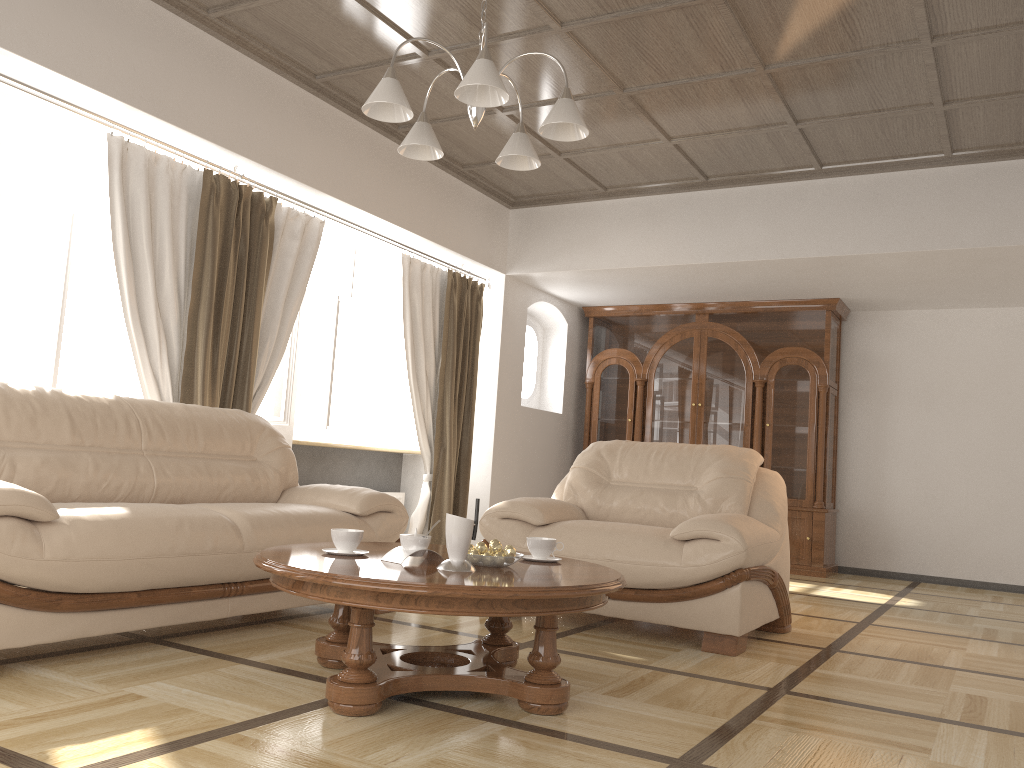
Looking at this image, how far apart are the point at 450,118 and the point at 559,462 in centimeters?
366cm

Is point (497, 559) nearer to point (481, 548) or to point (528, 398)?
point (481, 548)

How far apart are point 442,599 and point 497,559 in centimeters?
41cm

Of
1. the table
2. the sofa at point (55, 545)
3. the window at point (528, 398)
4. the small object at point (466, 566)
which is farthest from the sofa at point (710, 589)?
the window at point (528, 398)

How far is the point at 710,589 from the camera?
3.69m

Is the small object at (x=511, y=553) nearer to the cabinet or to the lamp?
the lamp

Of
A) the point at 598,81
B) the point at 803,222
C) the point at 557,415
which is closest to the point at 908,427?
the point at 803,222

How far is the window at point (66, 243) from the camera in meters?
4.3

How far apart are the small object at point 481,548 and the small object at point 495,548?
0.03m

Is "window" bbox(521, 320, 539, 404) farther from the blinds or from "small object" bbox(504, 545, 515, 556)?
"small object" bbox(504, 545, 515, 556)
